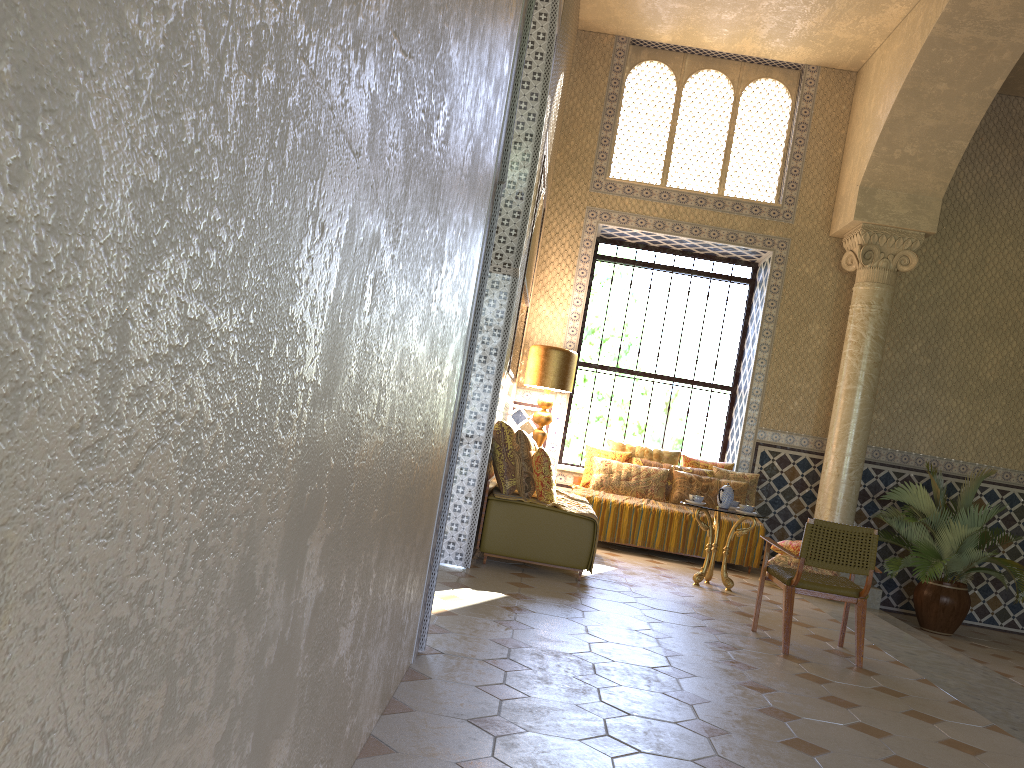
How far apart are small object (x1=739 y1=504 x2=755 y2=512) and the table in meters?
0.3

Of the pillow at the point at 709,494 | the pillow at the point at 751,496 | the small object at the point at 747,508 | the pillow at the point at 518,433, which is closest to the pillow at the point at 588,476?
the pillow at the point at 709,494

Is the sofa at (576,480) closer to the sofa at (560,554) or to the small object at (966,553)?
the sofa at (560,554)

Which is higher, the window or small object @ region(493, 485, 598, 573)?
the window

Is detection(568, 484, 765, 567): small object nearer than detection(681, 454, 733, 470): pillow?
Yes

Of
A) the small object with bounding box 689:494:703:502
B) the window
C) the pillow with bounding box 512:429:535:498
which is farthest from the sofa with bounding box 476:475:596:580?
the window

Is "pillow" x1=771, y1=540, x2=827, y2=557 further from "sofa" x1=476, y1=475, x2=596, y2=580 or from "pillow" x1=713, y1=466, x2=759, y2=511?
"sofa" x1=476, y1=475, x2=596, y2=580

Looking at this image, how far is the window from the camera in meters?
15.2

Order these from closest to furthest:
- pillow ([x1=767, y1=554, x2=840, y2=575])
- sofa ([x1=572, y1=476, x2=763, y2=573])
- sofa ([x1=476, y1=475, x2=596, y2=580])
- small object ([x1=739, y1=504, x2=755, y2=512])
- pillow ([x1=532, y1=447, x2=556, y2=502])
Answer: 1. sofa ([x1=476, y1=475, x2=596, y2=580])
2. pillow ([x1=532, y1=447, x2=556, y2=502])
3. small object ([x1=739, y1=504, x2=755, y2=512])
4. pillow ([x1=767, y1=554, x2=840, y2=575])
5. sofa ([x1=572, y1=476, x2=763, y2=573])

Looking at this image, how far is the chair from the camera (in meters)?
7.65
